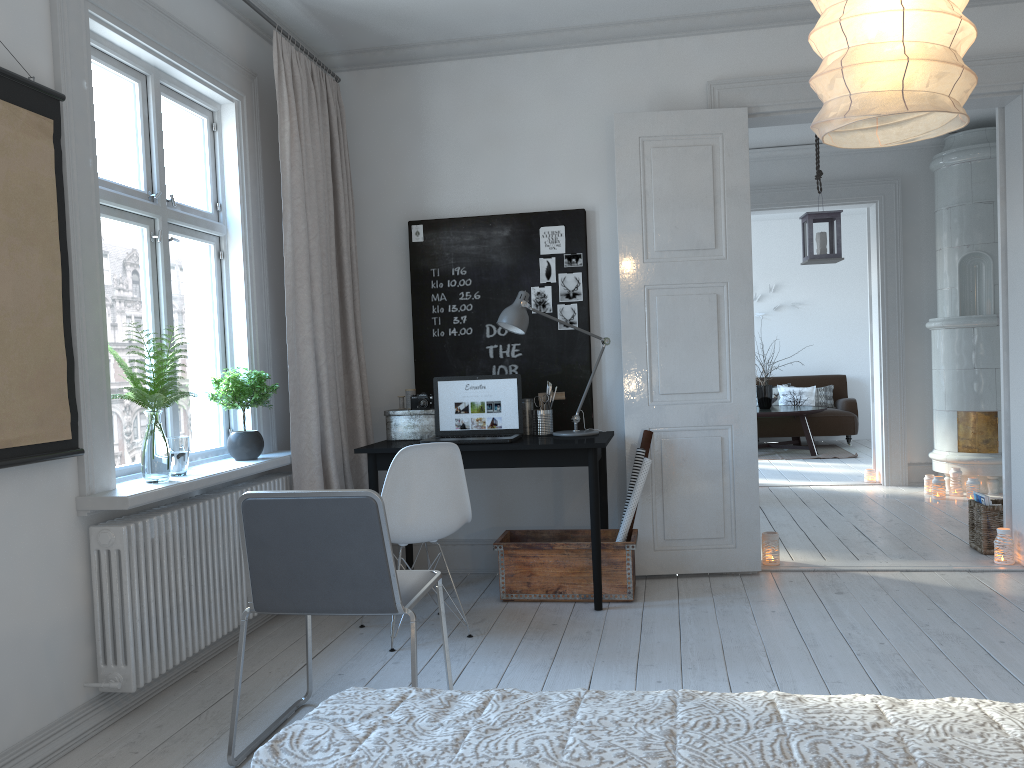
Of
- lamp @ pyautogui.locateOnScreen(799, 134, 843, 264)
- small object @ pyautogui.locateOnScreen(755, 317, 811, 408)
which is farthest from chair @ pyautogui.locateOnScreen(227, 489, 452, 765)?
small object @ pyautogui.locateOnScreen(755, 317, 811, 408)

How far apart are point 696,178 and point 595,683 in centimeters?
256cm

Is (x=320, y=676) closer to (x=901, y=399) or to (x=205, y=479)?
(x=205, y=479)

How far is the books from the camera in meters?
4.7

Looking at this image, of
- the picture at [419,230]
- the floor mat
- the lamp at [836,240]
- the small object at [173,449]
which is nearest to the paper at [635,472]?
the picture at [419,230]

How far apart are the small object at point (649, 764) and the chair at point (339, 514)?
0.92m

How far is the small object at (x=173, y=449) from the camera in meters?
3.3

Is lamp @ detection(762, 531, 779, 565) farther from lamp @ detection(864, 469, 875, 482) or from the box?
lamp @ detection(864, 469, 875, 482)

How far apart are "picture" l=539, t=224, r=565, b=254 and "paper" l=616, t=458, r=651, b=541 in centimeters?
120cm

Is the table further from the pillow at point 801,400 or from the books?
the books
